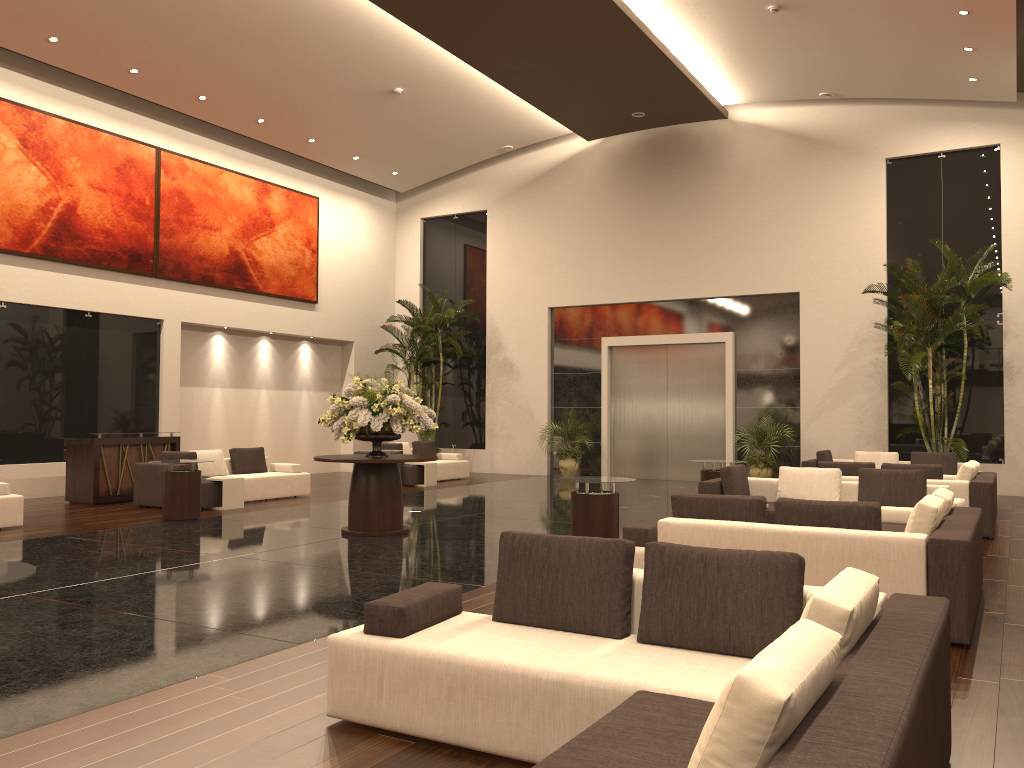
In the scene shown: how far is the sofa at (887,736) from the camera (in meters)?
2.12

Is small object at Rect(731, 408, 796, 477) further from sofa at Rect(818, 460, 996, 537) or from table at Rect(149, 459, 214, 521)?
table at Rect(149, 459, 214, 521)

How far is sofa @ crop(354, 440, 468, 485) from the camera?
17.75m

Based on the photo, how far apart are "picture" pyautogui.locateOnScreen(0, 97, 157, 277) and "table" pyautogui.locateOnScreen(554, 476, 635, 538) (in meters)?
10.93

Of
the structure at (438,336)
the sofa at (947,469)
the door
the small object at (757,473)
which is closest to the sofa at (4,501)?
the structure at (438,336)

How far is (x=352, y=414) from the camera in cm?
1038

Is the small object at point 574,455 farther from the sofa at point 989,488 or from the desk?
the desk

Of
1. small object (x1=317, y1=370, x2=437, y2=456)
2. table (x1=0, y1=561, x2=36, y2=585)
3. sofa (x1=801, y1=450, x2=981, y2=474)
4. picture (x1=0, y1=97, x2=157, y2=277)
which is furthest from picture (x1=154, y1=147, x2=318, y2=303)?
table (x1=0, y1=561, x2=36, y2=585)

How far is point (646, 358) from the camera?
20.2 meters

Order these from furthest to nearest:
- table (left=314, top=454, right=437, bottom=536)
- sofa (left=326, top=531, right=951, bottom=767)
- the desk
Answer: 1. the desk
2. table (left=314, top=454, right=437, bottom=536)
3. sofa (left=326, top=531, right=951, bottom=767)
